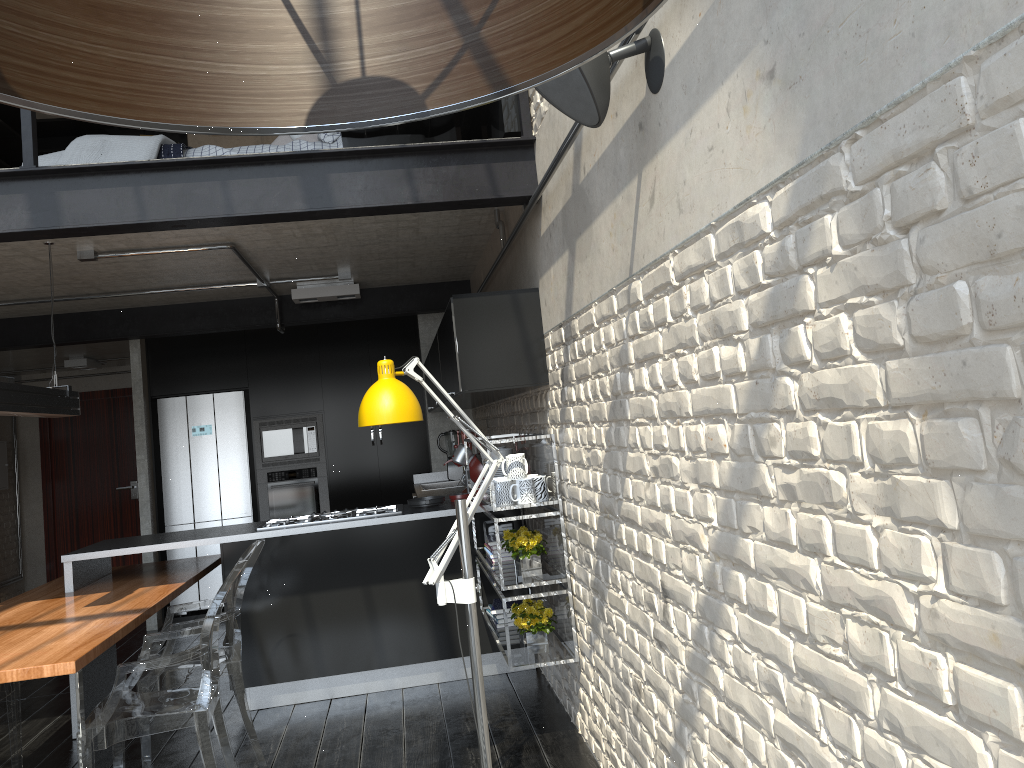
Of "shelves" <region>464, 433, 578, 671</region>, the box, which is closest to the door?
"shelves" <region>464, 433, 578, 671</region>

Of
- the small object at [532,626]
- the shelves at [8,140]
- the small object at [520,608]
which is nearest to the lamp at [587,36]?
the small object at [532,626]

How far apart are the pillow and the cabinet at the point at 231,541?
2.06m

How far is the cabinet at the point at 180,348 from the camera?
7.6m

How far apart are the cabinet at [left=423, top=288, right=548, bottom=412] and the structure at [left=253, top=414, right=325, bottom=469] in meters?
1.3

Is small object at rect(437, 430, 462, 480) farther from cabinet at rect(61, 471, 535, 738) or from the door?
the door

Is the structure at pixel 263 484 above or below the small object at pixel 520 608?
above

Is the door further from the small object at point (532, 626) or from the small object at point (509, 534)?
the small object at point (532, 626)

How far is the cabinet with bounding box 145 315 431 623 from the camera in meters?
7.6

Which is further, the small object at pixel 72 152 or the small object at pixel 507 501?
the small object at pixel 72 152
